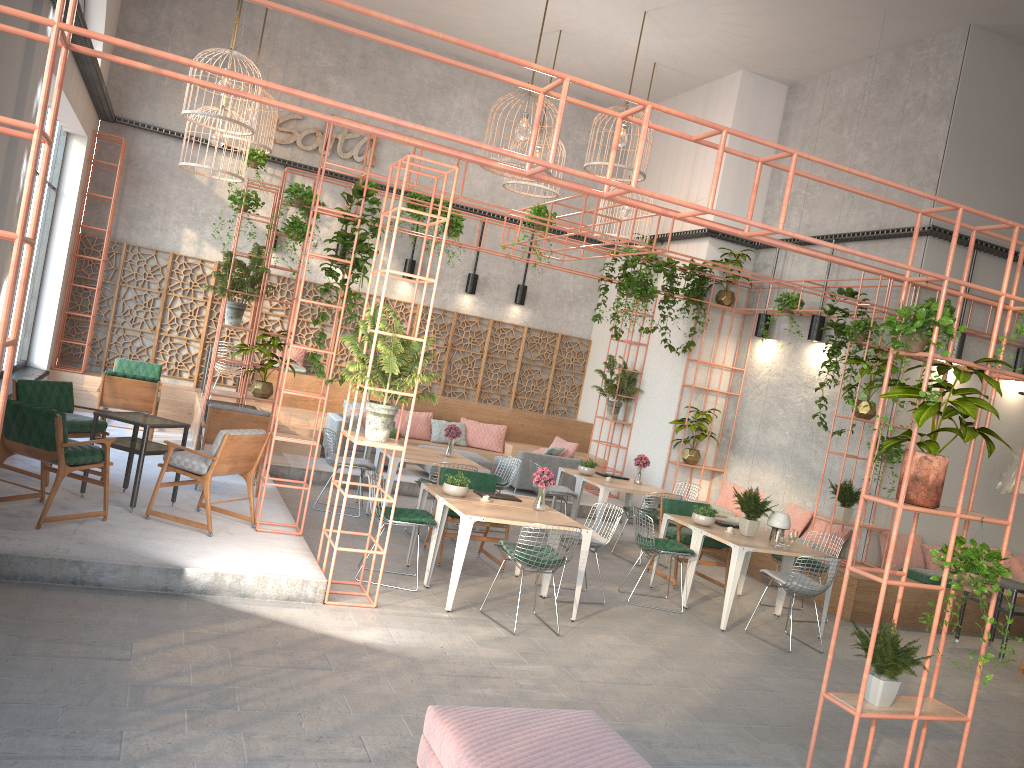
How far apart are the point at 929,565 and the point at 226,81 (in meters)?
10.54

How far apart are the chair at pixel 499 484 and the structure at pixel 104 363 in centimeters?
480cm

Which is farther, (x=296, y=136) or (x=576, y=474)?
(x=296, y=136)

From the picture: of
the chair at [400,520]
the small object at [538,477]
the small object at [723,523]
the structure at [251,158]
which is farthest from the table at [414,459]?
the structure at [251,158]

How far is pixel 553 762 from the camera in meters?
4.0 m

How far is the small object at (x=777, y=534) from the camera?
8.98m

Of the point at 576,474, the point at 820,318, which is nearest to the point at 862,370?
the point at 820,318

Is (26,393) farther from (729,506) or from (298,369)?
(729,506)

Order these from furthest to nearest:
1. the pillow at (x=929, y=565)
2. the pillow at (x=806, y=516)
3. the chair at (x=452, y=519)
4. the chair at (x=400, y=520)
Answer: the pillow at (x=806, y=516)
the pillow at (x=929, y=565)
the chair at (x=452, y=519)
the chair at (x=400, y=520)

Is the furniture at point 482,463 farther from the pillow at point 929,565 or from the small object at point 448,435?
the pillow at point 929,565
